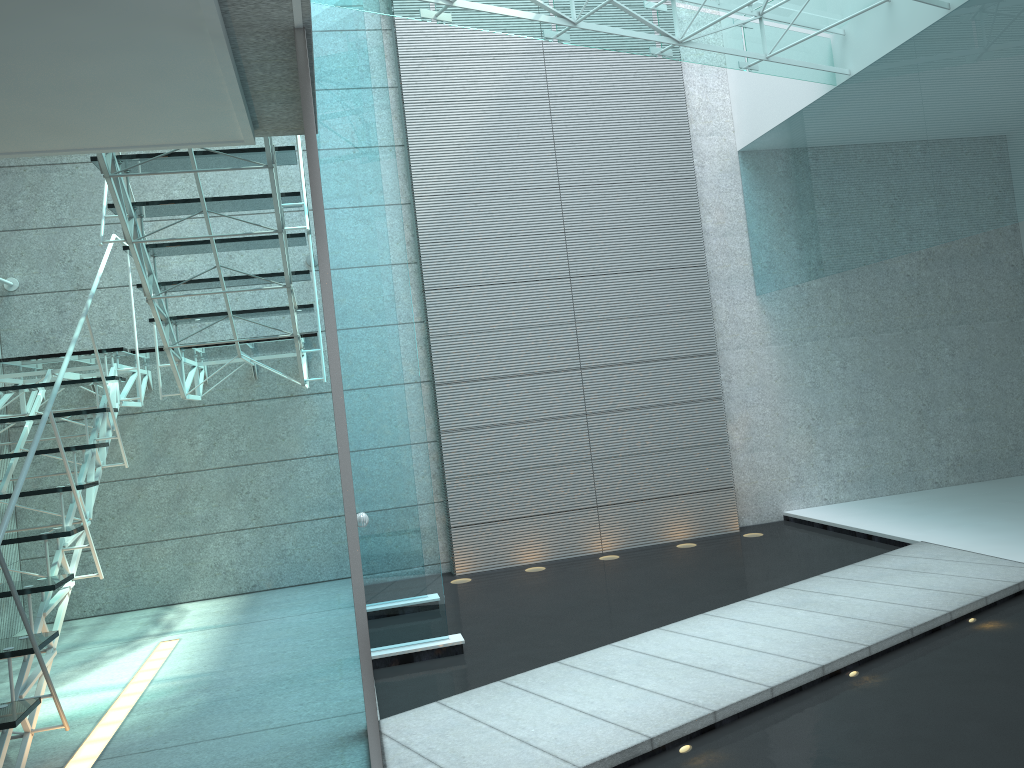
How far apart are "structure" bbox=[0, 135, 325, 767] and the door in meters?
1.0 m

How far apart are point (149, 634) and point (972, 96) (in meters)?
4.99

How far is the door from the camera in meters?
2.2 m

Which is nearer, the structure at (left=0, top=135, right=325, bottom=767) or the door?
the door

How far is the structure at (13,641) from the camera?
3.0m

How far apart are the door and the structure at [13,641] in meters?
1.0

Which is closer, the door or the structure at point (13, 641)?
the door

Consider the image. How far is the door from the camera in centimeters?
219cm

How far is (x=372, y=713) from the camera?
2.2 meters
